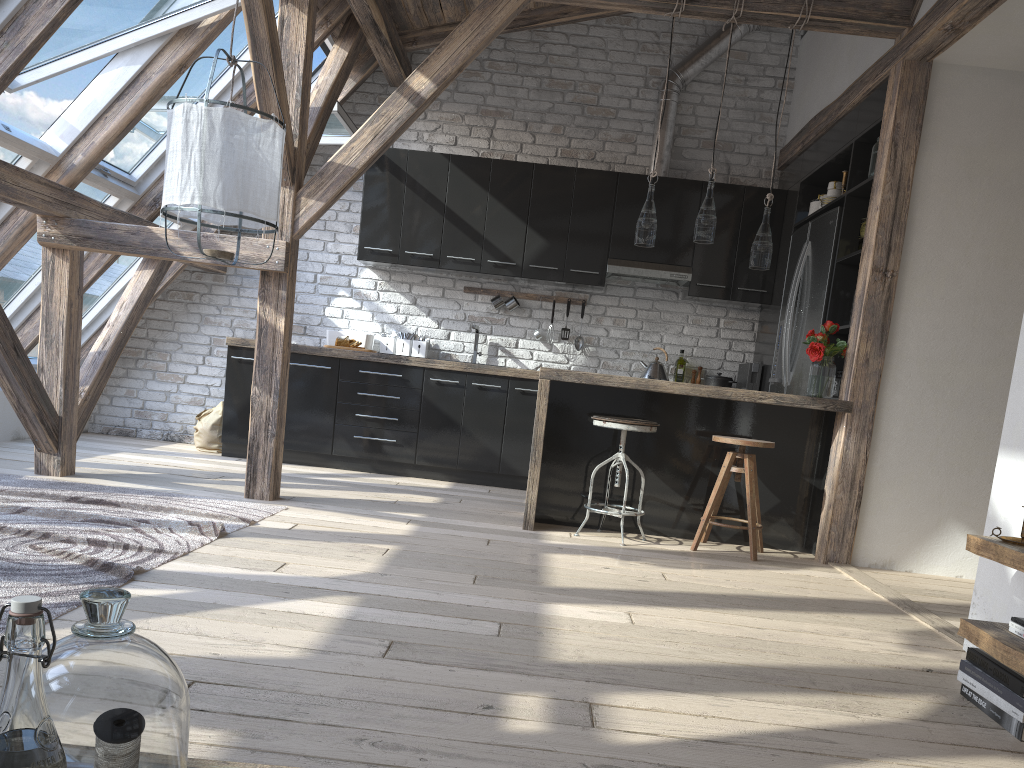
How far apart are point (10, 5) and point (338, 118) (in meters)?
2.33

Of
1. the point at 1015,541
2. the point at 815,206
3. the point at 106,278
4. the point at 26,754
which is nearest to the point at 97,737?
the point at 26,754

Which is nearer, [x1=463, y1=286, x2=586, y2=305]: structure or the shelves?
the shelves

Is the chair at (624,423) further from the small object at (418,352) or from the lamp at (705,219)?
the small object at (418,352)

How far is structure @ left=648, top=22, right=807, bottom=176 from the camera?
6.5m

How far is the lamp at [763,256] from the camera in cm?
460

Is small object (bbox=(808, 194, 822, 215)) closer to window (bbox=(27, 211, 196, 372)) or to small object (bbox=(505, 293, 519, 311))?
small object (bbox=(505, 293, 519, 311))

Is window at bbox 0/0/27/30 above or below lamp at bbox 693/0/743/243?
above

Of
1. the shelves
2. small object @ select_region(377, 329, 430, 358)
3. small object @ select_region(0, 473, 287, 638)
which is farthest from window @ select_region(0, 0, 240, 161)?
the shelves

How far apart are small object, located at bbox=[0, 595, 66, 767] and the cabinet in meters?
4.2
